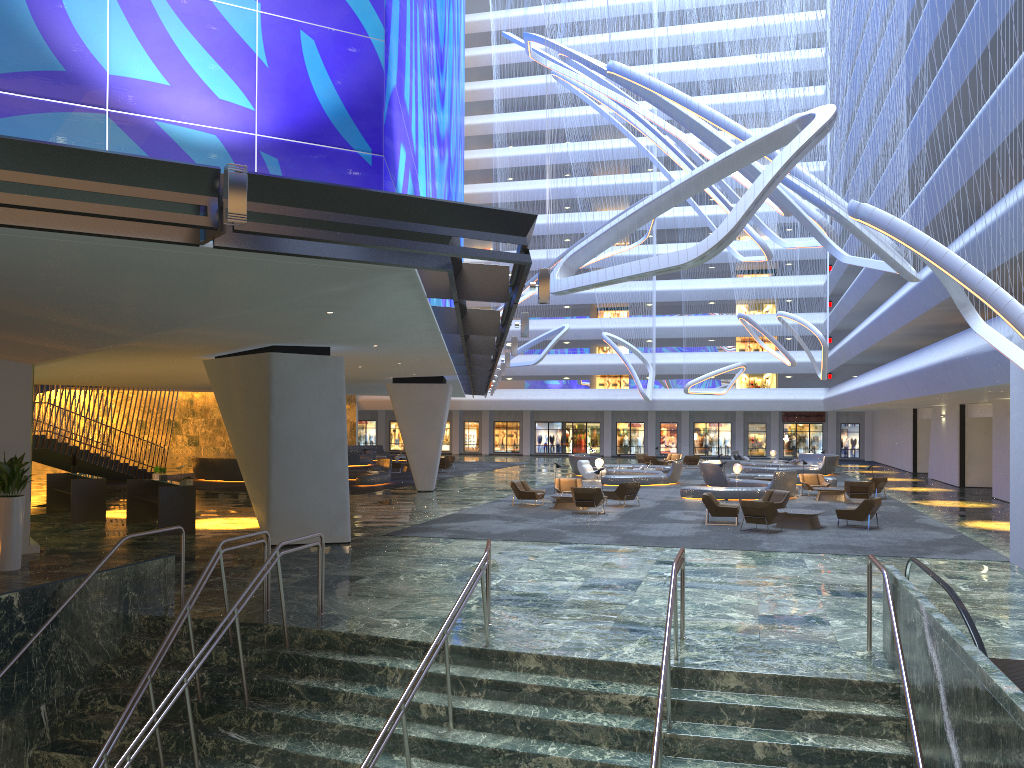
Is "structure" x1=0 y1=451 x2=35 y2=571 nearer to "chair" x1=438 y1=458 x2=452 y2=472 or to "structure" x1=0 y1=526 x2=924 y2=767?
"structure" x1=0 y1=526 x2=924 y2=767

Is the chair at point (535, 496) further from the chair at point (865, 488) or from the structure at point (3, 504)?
the structure at point (3, 504)

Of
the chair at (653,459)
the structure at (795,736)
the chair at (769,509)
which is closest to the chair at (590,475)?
Result: the chair at (653,459)

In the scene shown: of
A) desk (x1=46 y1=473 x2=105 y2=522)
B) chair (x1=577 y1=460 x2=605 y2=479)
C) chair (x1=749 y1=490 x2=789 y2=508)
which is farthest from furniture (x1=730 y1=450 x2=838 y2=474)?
desk (x1=46 y1=473 x2=105 y2=522)

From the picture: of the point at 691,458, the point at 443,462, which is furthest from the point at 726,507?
the point at 691,458

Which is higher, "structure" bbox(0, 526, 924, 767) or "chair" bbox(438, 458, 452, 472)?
"chair" bbox(438, 458, 452, 472)

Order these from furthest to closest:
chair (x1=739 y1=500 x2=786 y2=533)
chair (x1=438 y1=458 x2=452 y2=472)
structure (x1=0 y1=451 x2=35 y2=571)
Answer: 1. chair (x1=438 y1=458 x2=452 y2=472)
2. chair (x1=739 y1=500 x2=786 y2=533)
3. structure (x1=0 y1=451 x2=35 y2=571)

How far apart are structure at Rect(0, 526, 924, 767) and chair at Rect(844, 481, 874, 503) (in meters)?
19.61

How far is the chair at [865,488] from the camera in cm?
2809

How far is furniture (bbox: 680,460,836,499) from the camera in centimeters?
2945cm
